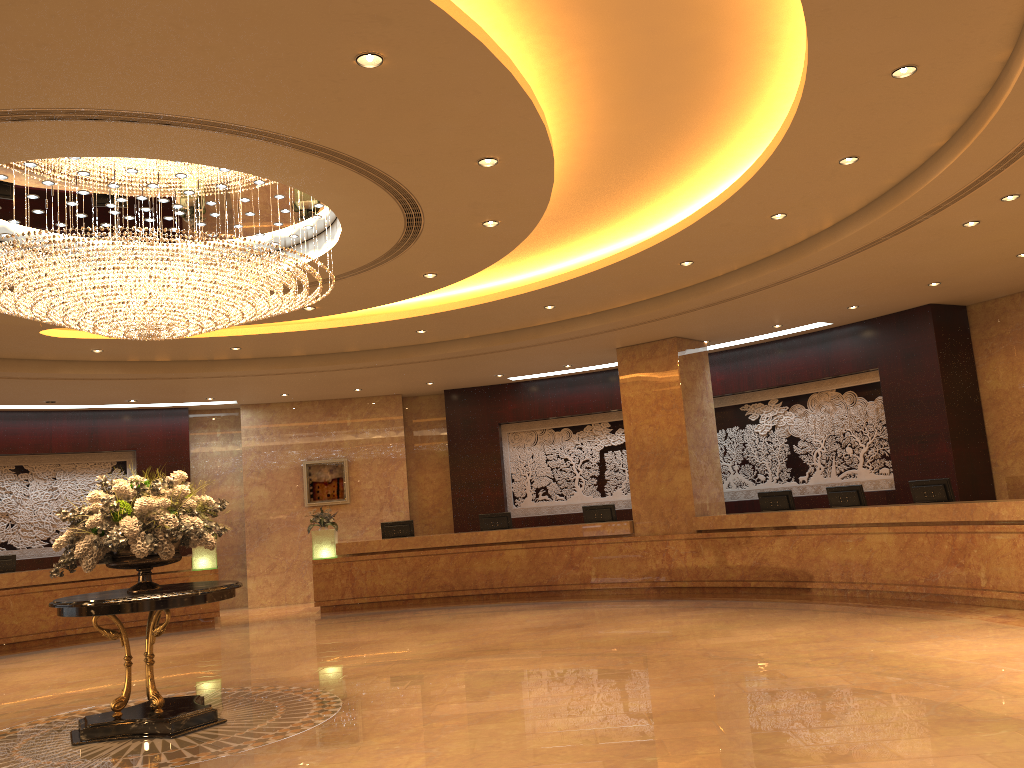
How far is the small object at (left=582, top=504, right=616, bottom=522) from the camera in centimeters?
1500cm

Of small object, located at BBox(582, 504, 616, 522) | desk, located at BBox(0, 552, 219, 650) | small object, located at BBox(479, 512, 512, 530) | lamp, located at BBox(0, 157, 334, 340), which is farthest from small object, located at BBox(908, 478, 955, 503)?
desk, located at BBox(0, 552, 219, 650)

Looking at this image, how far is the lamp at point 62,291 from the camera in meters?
6.9 m

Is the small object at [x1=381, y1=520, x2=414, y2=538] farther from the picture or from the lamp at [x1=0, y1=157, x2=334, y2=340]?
the lamp at [x1=0, y1=157, x2=334, y2=340]

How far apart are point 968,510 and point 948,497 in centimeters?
101cm

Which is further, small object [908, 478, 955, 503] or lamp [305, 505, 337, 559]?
lamp [305, 505, 337, 559]

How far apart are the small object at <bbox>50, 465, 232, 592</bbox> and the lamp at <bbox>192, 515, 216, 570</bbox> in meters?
7.6 m

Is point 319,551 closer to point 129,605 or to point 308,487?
point 308,487

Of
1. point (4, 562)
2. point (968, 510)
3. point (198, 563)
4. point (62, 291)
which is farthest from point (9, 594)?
point (968, 510)

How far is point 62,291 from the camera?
6.9m
